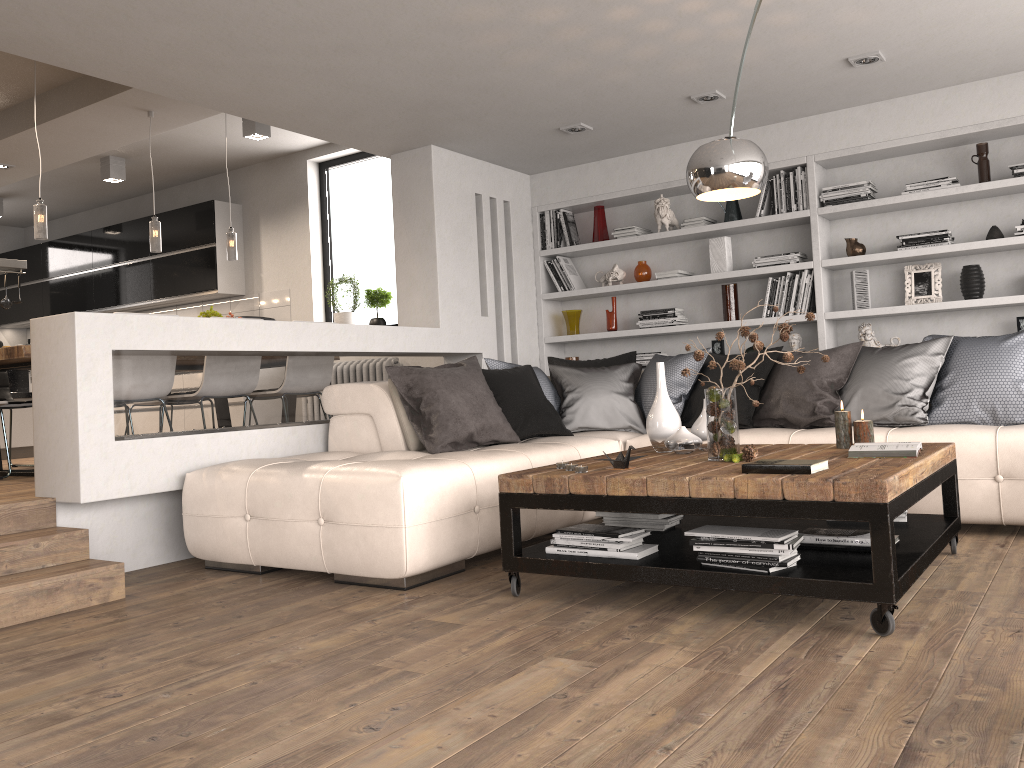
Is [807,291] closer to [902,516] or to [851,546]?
[902,516]

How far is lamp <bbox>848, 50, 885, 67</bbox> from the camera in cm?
464

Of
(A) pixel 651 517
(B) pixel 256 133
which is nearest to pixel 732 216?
(A) pixel 651 517

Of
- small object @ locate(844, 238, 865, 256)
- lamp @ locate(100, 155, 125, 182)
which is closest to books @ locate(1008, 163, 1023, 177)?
small object @ locate(844, 238, 865, 256)

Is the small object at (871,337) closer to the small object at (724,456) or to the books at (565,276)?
the books at (565,276)

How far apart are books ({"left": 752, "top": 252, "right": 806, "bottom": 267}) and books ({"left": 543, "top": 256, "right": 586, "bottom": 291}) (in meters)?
1.43

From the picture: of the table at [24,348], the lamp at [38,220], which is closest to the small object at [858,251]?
the lamp at [38,220]

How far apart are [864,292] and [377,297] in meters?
4.1 m

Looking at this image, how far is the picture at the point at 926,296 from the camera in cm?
549

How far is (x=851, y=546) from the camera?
3.02m
